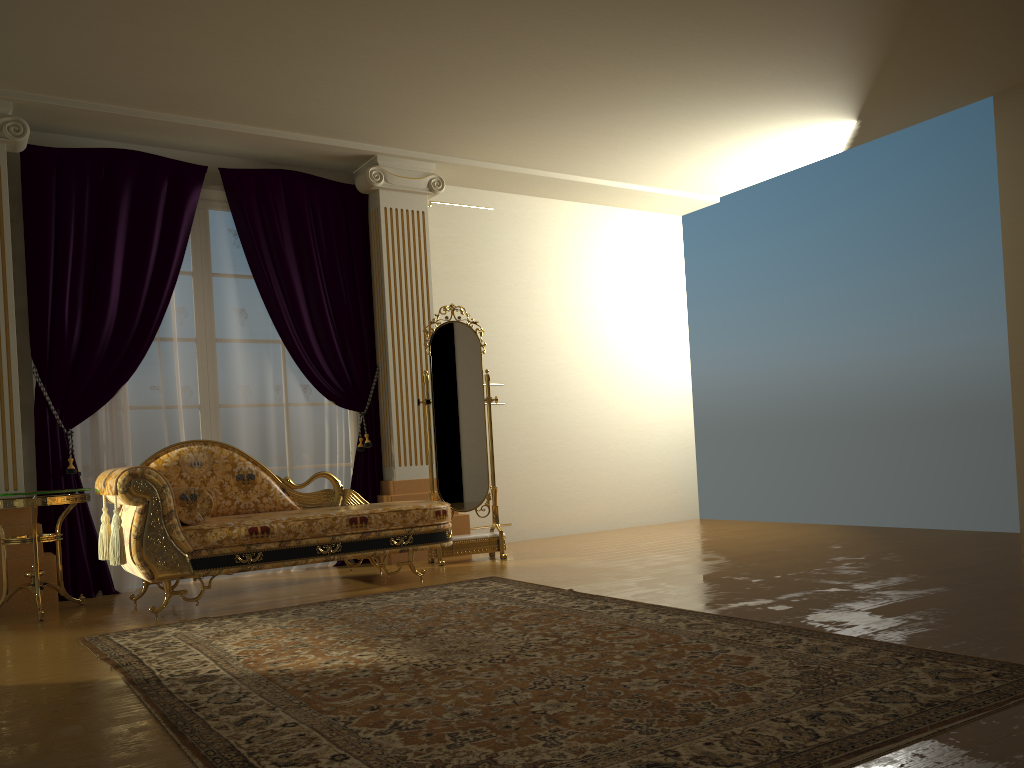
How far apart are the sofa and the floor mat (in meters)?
0.32

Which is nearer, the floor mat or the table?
the floor mat

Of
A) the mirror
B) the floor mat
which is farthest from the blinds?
the floor mat

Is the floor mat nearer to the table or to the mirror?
the table

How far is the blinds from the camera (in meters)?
5.07

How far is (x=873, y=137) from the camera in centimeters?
639cm

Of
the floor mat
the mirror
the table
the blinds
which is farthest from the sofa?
the blinds

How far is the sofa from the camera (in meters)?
4.14

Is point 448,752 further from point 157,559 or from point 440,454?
point 440,454

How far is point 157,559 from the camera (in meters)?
4.14
